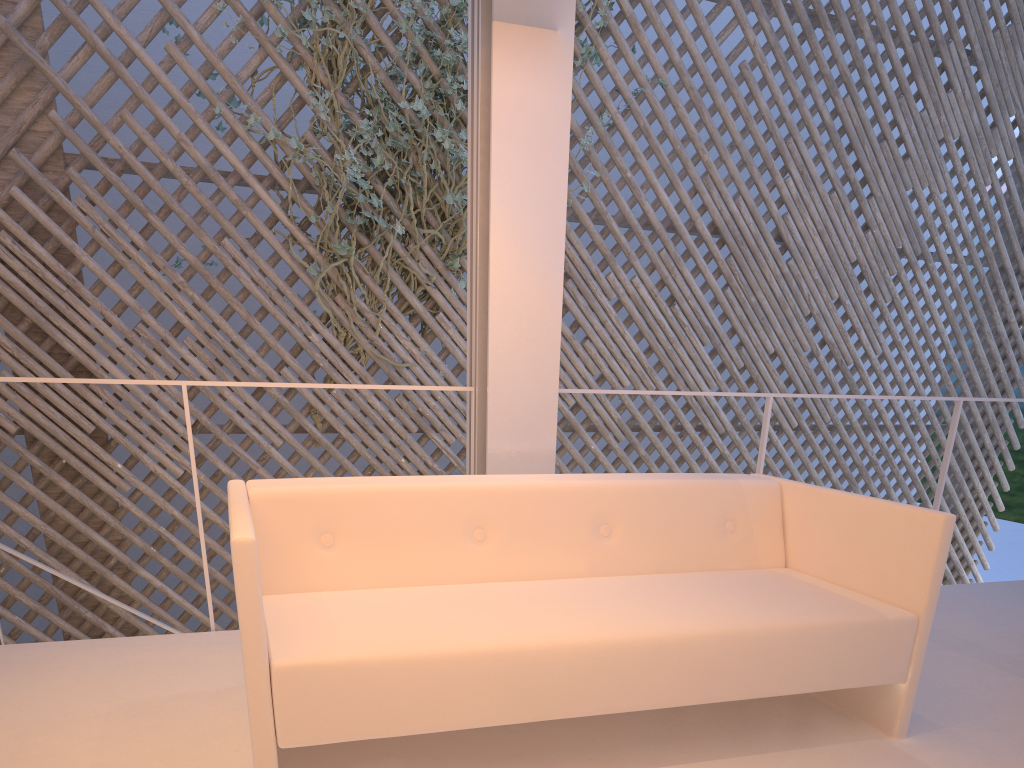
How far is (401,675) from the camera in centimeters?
95cm

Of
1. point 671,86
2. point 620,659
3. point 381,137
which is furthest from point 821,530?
point 671,86

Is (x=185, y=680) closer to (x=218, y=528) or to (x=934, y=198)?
(x=218, y=528)

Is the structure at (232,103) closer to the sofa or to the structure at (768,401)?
the structure at (768,401)

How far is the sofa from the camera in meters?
0.9

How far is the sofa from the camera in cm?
95

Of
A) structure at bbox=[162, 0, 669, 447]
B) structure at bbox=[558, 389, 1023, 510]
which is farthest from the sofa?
structure at bbox=[162, 0, 669, 447]

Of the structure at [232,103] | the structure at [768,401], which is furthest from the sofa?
the structure at [232,103]

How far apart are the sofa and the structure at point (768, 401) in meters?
0.5 m

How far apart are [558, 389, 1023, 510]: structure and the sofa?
0.5m
